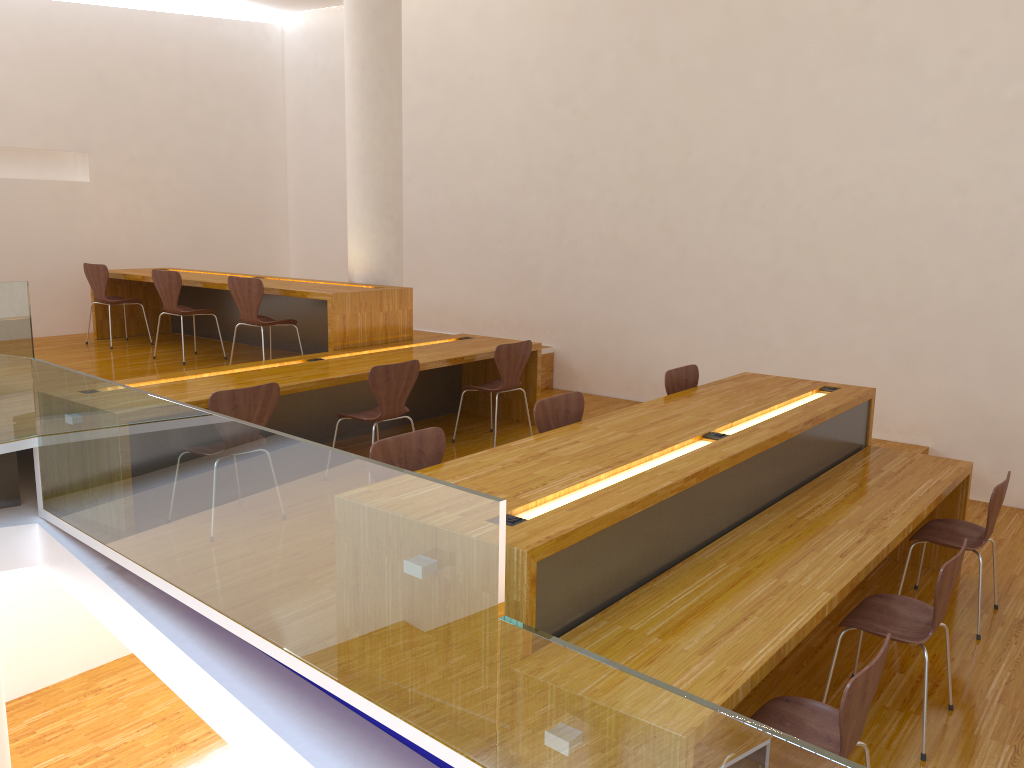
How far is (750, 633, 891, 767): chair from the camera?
2.2m

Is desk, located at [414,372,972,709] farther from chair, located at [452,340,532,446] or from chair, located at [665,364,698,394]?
chair, located at [452,340,532,446]

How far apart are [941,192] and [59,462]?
5.5 meters

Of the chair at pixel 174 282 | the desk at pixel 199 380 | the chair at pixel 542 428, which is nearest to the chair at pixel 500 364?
the desk at pixel 199 380

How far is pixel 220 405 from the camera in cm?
402

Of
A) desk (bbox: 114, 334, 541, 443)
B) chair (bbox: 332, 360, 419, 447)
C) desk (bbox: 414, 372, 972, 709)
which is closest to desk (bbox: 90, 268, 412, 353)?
desk (bbox: 114, 334, 541, 443)

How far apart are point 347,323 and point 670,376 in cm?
232

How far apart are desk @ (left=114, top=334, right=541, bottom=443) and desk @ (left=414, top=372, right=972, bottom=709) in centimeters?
166cm

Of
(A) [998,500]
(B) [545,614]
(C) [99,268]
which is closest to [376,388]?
(B) [545,614]

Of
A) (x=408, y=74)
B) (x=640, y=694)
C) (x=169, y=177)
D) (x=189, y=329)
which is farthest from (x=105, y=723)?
(x=640, y=694)
